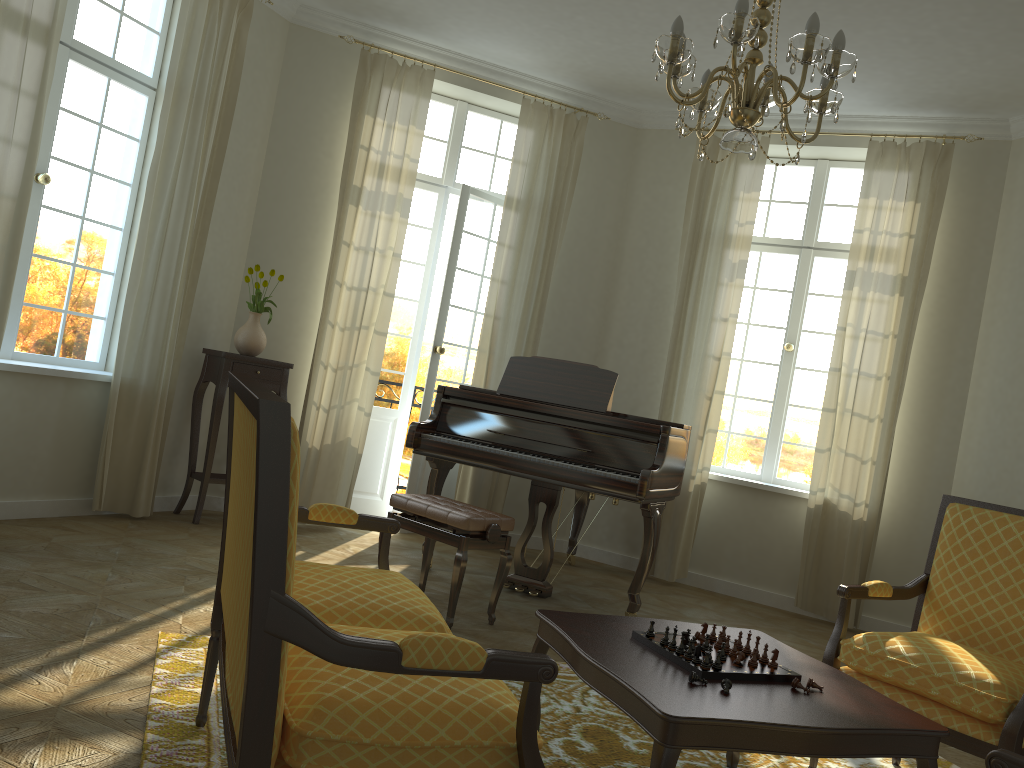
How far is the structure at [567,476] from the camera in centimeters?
489cm

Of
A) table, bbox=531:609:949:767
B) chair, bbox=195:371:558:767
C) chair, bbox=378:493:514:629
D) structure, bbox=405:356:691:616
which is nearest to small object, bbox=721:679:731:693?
table, bbox=531:609:949:767

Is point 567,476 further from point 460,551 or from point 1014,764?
point 1014,764

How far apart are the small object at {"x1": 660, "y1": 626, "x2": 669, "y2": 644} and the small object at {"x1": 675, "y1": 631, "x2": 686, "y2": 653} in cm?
7

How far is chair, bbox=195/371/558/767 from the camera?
1.5m

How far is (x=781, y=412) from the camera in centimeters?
681cm

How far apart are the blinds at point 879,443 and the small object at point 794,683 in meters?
3.9 m

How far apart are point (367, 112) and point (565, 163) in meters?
1.5

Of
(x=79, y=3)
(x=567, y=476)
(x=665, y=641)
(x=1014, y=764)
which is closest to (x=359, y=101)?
(x=79, y=3)

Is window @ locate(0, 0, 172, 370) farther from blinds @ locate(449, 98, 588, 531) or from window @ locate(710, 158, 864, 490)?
window @ locate(710, 158, 864, 490)
